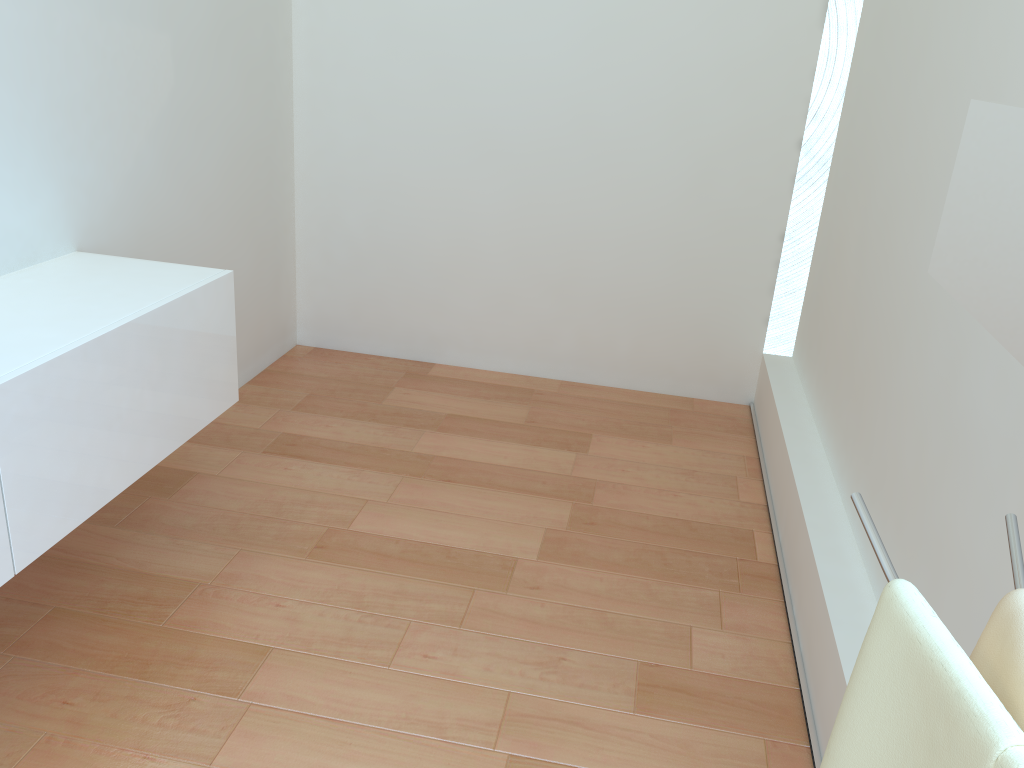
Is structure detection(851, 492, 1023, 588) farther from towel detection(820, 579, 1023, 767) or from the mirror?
the mirror

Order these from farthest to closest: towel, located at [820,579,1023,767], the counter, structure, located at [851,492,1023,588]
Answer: the counter
structure, located at [851,492,1023,588]
towel, located at [820,579,1023,767]

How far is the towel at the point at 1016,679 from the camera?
0.7m

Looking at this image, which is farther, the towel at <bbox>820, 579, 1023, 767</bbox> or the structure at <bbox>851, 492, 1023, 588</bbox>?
the structure at <bbox>851, 492, 1023, 588</bbox>

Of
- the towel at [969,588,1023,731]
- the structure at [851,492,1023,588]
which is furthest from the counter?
the towel at [969,588,1023,731]

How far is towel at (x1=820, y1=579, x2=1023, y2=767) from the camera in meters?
0.6 m

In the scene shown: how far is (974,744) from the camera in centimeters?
61cm

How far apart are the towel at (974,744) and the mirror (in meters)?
0.22

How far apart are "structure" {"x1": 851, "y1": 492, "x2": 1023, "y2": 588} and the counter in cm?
142

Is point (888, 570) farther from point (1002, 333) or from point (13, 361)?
point (13, 361)
